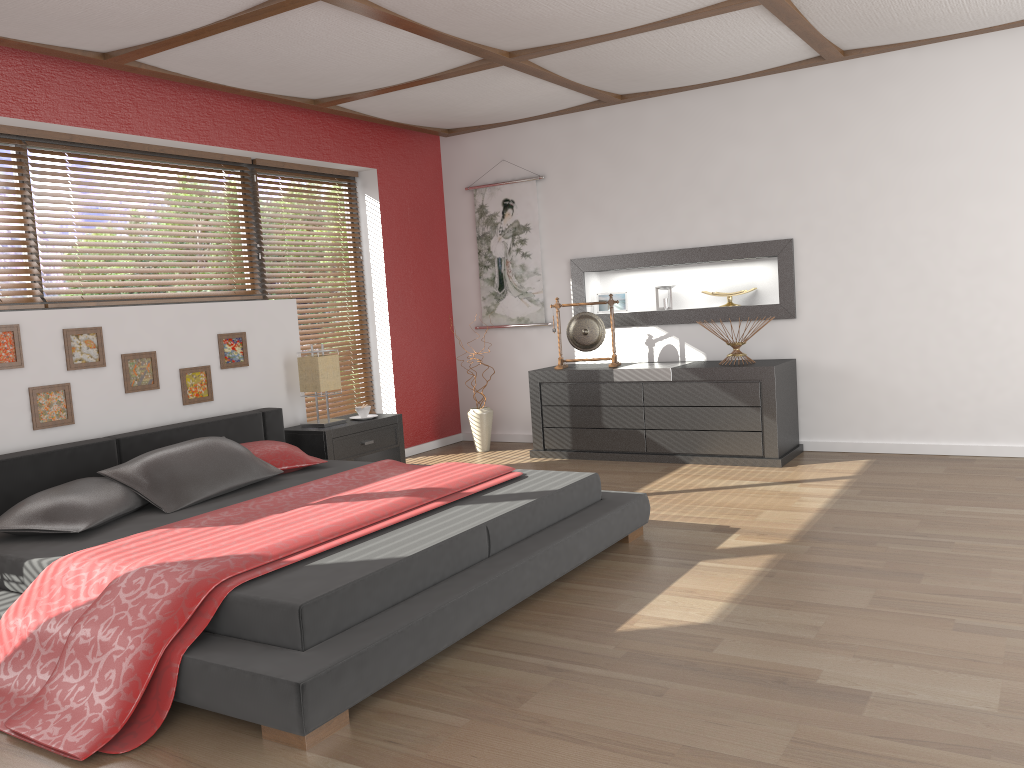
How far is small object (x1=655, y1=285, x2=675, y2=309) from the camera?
6.3m

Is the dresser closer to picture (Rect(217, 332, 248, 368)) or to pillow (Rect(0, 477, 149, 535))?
picture (Rect(217, 332, 248, 368))

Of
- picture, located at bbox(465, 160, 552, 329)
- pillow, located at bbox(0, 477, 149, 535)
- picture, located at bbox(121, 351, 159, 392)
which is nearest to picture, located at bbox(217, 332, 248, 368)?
picture, located at bbox(121, 351, 159, 392)

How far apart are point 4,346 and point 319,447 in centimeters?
173cm

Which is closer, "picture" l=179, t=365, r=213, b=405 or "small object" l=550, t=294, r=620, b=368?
"picture" l=179, t=365, r=213, b=405

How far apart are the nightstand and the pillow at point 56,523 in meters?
1.4 m

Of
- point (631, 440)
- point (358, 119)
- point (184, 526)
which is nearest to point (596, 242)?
point (631, 440)

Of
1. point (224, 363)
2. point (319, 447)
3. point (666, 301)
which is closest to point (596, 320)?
point (666, 301)

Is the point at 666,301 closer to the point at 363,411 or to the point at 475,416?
the point at 475,416

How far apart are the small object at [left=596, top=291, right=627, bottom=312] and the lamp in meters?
2.1 m
